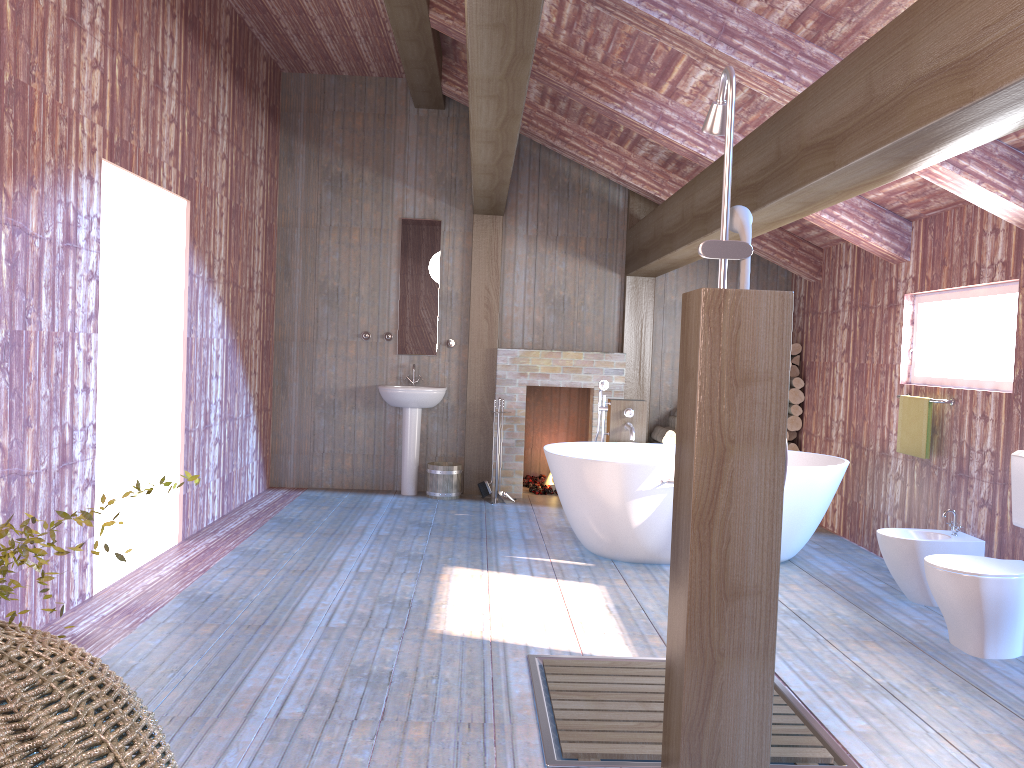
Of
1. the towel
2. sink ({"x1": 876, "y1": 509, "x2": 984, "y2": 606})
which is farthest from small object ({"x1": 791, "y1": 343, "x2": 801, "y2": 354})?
sink ({"x1": 876, "y1": 509, "x2": 984, "y2": 606})

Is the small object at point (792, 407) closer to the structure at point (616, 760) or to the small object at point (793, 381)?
the small object at point (793, 381)

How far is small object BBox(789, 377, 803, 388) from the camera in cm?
750

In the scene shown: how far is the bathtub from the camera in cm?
526

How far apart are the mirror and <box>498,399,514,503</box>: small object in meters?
1.4 m

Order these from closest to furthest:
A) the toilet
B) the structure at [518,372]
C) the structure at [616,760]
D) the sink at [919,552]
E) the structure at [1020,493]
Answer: the structure at [616,760] → the toilet → the structure at [1020,493] → the sink at [919,552] → the structure at [518,372]

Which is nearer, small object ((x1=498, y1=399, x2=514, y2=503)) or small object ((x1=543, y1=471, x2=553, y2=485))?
small object ((x1=498, y1=399, x2=514, y2=503))

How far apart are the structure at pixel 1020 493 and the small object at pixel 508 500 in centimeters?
412cm

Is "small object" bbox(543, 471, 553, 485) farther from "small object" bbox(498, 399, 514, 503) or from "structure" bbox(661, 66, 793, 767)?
"structure" bbox(661, 66, 793, 767)

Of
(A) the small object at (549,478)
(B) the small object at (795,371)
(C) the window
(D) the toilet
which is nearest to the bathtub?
(C) the window
